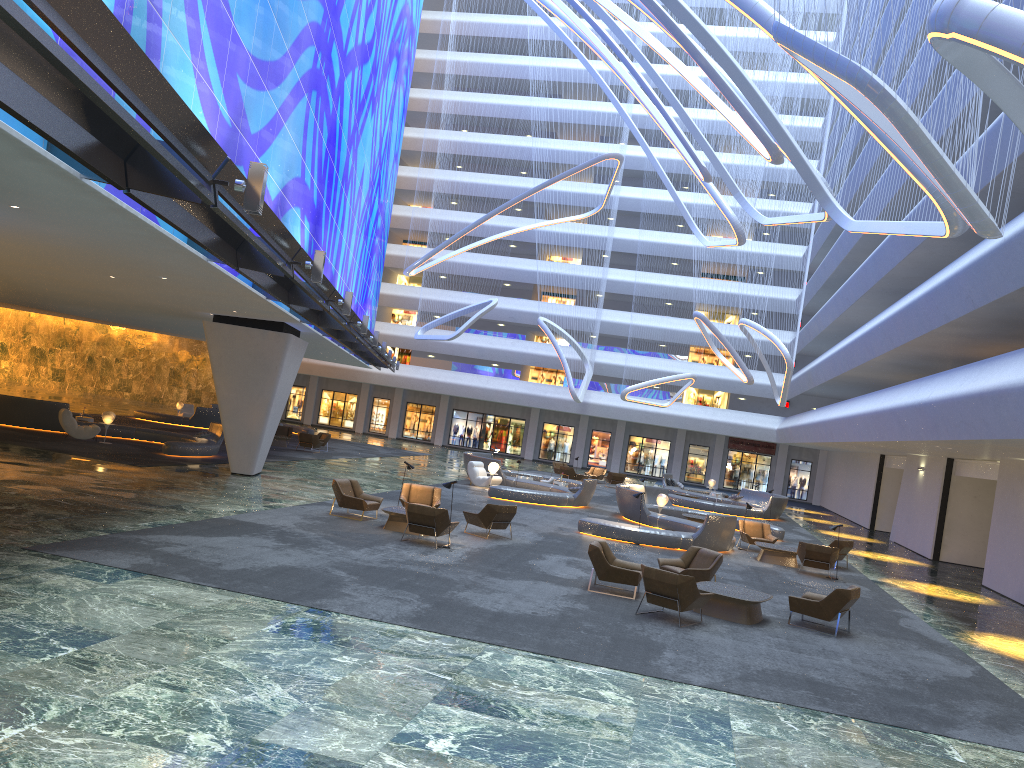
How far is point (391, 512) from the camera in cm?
1779

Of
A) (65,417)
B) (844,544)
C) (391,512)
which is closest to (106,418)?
(65,417)

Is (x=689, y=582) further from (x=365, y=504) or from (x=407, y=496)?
(x=407, y=496)

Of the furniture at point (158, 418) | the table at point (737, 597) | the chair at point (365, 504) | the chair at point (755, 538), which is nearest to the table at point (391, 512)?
the chair at point (365, 504)

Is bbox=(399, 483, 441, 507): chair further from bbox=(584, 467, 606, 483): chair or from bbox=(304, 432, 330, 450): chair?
bbox=(584, 467, 606, 483): chair

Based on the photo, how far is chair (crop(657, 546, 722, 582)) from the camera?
15.51m

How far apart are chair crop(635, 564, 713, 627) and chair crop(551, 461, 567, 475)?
30.4m

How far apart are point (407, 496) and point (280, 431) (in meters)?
20.06

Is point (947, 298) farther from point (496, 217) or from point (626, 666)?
point (496, 217)

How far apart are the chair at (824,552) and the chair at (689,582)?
8.30m
